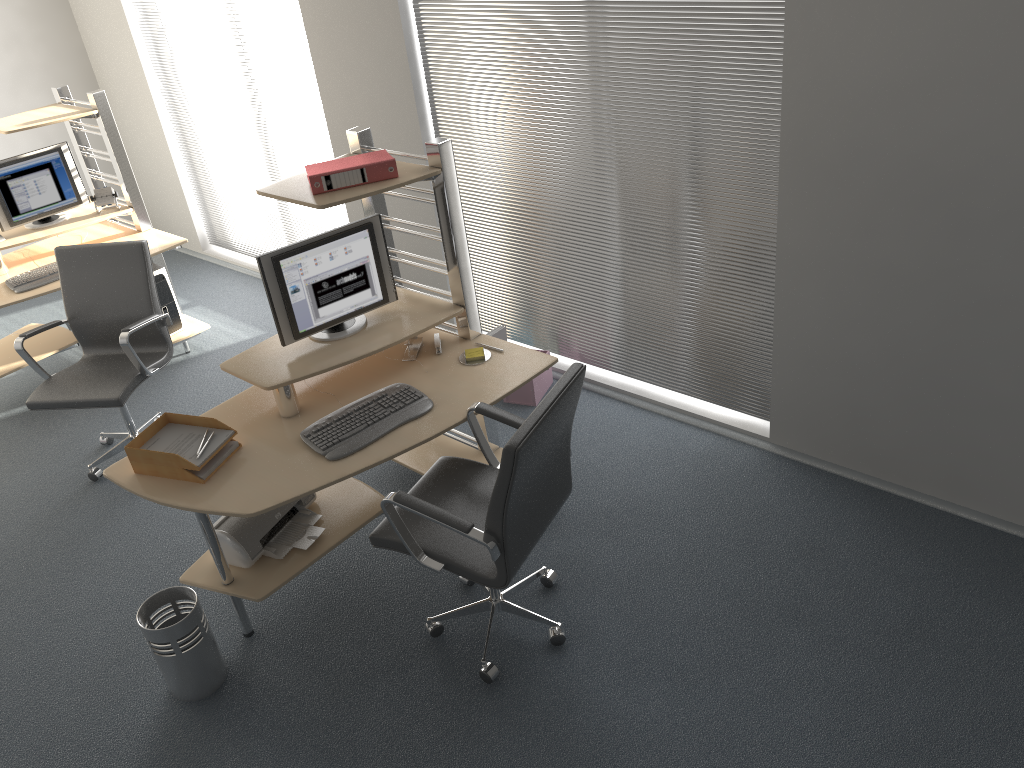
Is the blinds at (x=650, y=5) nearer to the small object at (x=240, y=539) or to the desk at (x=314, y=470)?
the desk at (x=314, y=470)

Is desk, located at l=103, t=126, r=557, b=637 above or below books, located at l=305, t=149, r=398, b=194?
below

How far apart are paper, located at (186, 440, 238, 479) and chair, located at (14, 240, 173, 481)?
1.2 meters

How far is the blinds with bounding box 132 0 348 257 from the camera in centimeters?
549cm

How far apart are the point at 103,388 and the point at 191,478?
1.37m

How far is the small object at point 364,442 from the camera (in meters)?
3.14

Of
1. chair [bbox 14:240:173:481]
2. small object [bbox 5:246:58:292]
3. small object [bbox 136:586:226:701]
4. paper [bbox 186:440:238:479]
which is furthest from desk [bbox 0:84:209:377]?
small object [bbox 136:586:226:701]

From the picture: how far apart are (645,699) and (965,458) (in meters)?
1.58

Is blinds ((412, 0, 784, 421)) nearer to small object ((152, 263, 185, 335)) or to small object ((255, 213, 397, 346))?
small object ((255, 213, 397, 346))

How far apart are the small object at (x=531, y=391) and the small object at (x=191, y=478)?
1.89m
